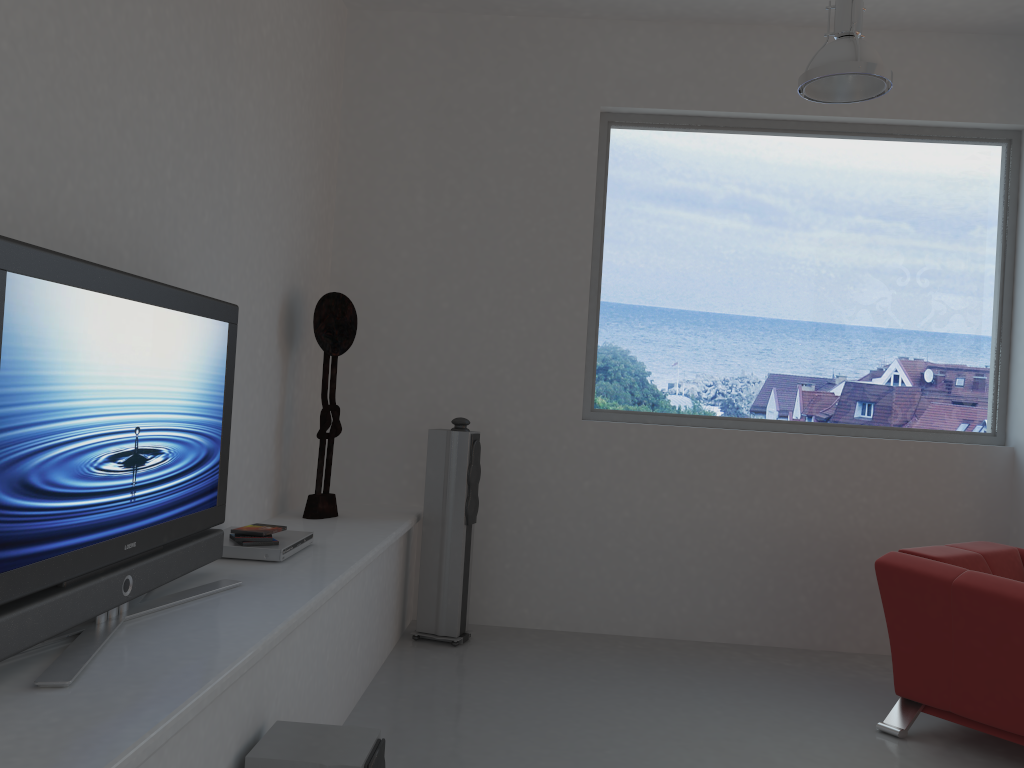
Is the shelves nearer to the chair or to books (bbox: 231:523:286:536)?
books (bbox: 231:523:286:536)

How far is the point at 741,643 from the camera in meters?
5.0

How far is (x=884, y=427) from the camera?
5.1m

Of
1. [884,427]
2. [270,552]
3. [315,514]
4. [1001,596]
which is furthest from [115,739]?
[884,427]

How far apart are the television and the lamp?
2.51m

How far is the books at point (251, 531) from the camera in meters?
3.3

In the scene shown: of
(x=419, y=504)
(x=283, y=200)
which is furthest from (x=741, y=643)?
(x=283, y=200)

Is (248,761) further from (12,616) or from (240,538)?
(240,538)

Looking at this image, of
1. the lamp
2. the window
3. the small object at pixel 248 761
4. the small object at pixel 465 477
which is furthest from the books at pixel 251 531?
the lamp

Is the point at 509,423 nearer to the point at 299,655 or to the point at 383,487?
the point at 383,487
